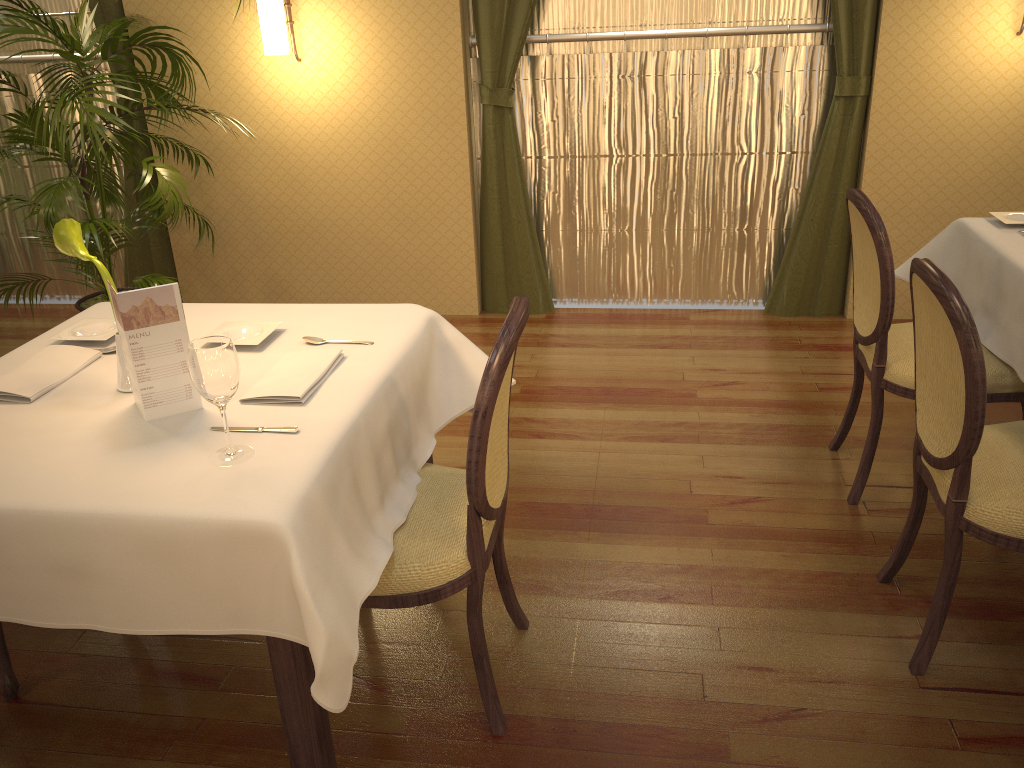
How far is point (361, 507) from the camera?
1.8 meters

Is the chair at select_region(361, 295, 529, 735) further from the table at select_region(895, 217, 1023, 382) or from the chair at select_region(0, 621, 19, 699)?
the table at select_region(895, 217, 1023, 382)

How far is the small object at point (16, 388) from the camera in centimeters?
194cm

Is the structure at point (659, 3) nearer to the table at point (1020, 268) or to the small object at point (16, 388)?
the table at point (1020, 268)

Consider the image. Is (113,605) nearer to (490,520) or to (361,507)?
(361,507)

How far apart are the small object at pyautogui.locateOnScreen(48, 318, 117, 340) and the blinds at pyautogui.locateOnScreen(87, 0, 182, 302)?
2.57m

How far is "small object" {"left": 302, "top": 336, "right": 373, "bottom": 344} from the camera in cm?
219

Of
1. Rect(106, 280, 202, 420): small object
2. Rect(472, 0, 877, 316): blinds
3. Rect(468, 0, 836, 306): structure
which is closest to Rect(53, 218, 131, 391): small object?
Rect(106, 280, 202, 420): small object

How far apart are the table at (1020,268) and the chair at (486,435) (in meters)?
1.47

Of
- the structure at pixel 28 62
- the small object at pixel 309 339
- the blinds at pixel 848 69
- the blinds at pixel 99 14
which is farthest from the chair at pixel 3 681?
the structure at pixel 28 62
